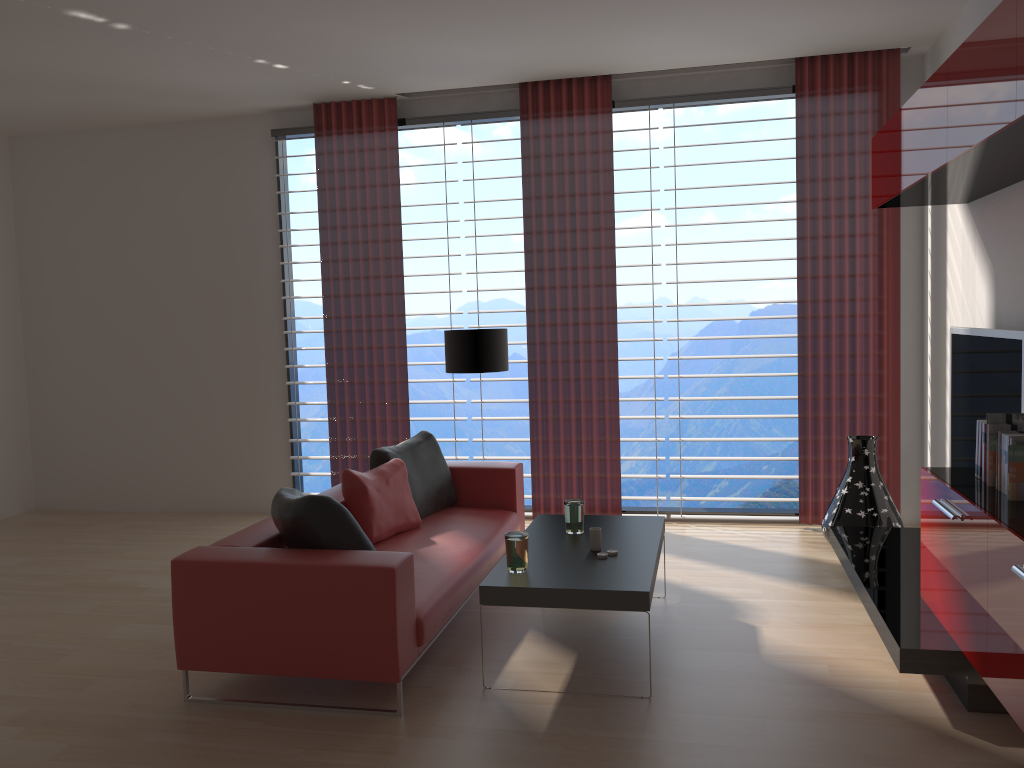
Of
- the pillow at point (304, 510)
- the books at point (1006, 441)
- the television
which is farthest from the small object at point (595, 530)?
the television

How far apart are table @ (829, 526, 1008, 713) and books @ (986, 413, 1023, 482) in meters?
1.1

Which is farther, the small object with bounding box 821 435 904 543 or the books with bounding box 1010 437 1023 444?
the small object with bounding box 821 435 904 543

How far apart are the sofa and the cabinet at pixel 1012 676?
2.70m

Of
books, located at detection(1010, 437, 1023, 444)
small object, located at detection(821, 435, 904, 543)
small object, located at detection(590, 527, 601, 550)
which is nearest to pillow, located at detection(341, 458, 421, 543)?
small object, located at detection(590, 527, 601, 550)

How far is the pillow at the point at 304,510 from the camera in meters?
4.9

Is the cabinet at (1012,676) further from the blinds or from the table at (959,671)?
the blinds

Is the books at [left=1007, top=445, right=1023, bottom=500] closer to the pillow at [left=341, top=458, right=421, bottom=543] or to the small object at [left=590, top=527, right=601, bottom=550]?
the small object at [left=590, top=527, right=601, bottom=550]

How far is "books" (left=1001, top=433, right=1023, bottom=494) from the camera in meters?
4.3

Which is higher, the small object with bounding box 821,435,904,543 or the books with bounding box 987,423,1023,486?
the books with bounding box 987,423,1023,486
